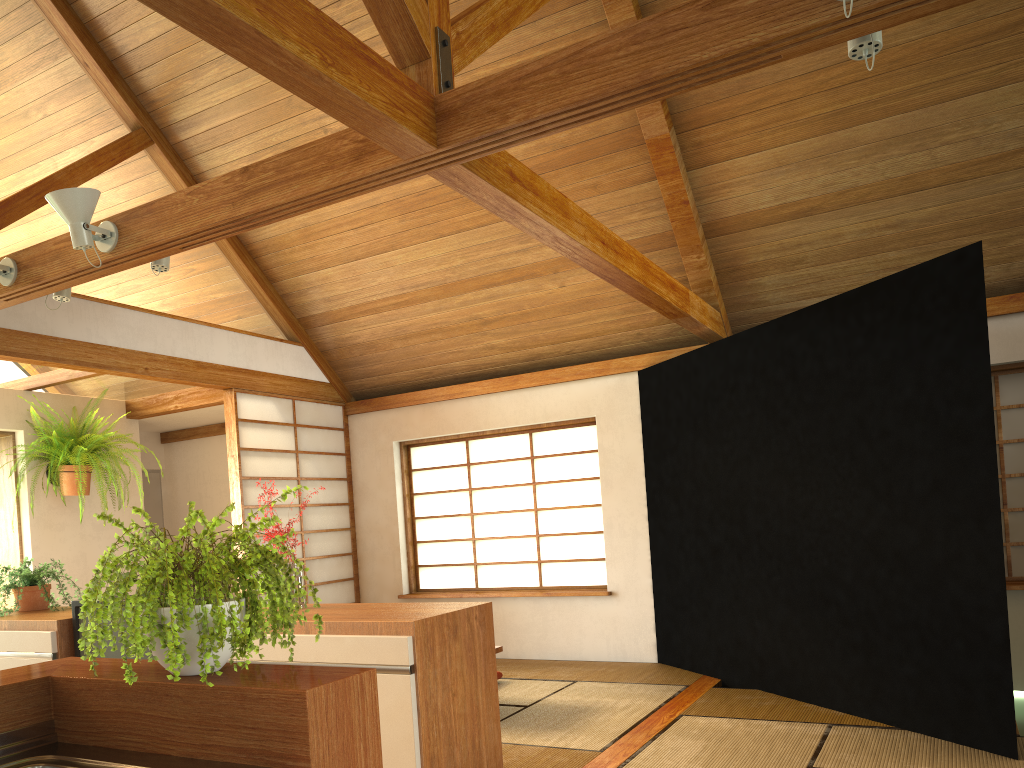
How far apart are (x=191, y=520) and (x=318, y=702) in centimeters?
35cm

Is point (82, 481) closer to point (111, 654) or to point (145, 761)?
point (111, 654)

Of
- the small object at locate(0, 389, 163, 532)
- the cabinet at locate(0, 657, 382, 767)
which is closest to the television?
the cabinet at locate(0, 657, 382, 767)

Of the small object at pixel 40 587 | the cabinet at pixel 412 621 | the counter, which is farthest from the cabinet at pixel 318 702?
the small object at pixel 40 587

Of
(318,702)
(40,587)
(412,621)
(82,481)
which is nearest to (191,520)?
(318,702)

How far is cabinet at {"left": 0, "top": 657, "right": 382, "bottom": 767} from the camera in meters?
1.4 m

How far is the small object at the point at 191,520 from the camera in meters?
1.4

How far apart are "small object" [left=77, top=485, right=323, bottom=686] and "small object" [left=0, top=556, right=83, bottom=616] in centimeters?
248cm

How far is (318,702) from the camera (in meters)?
1.37

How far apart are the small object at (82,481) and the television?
2.6 meters
